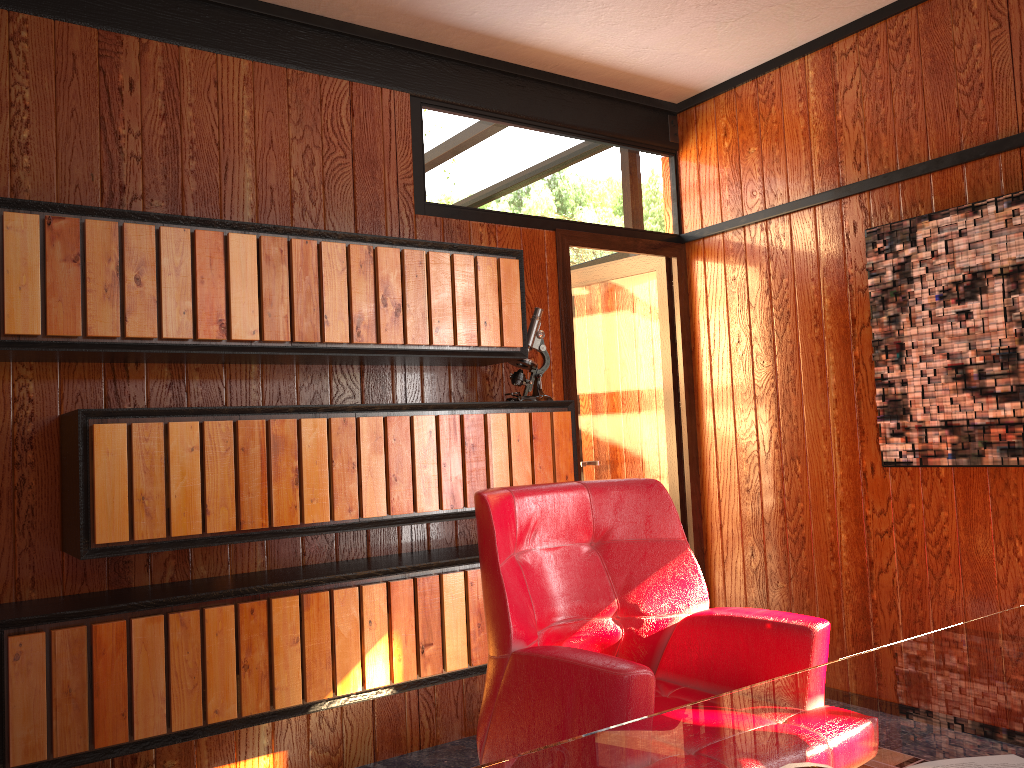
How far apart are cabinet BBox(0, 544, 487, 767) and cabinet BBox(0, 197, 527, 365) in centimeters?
67cm

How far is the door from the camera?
3.96m

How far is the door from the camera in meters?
4.0

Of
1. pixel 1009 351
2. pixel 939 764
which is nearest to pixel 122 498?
pixel 939 764

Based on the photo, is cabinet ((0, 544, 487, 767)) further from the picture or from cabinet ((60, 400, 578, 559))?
the picture

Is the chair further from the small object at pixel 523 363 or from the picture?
the picture

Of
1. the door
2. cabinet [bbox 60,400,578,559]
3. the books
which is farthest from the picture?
the books

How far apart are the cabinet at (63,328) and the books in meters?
2.0 m

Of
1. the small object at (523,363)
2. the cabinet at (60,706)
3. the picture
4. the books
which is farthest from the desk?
the small object at (523,363)

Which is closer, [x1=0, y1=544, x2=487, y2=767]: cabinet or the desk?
the desk
